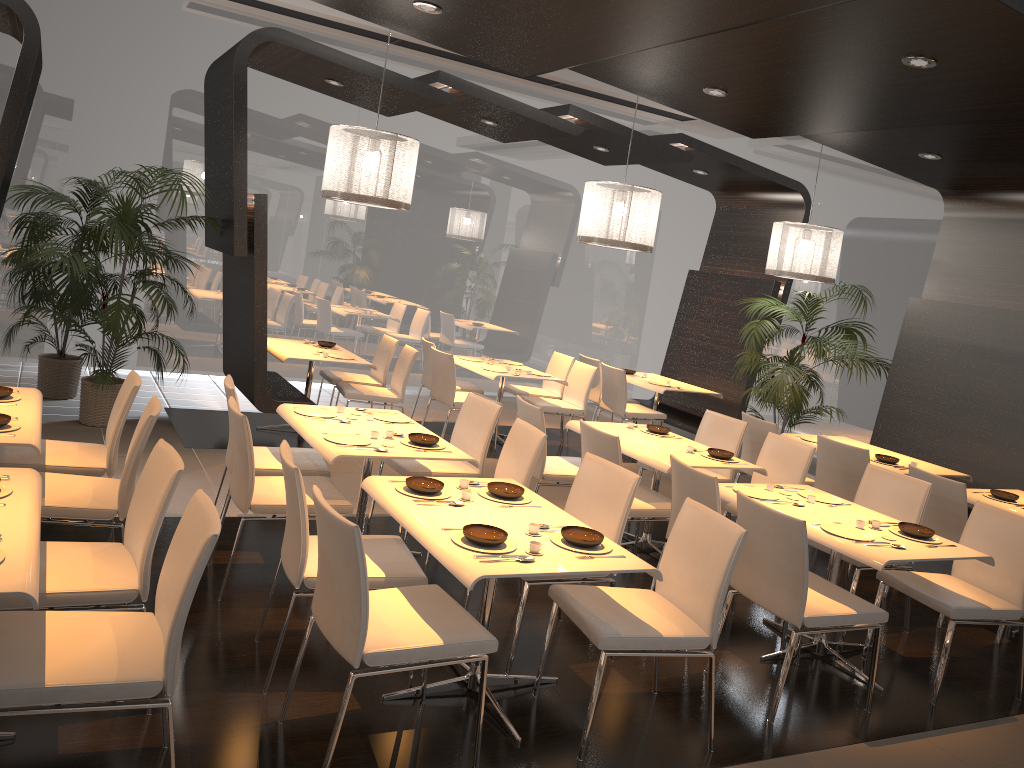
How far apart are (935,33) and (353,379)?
5.5m

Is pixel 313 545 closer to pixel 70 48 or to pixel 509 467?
pixel 509 467

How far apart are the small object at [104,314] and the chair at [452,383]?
2.29m

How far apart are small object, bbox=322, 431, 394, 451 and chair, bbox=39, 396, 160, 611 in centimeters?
84cm

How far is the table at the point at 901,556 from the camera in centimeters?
397cm

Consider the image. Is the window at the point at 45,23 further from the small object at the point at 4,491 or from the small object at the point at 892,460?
the small object at the point at 892,460

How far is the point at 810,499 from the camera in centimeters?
475cm

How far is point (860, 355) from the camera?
7.9m

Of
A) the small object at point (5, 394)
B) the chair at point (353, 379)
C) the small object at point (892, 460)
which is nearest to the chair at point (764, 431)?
the small object at point (892, 460)

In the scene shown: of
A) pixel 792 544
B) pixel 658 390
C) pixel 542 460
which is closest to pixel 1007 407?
pixel 658 390
